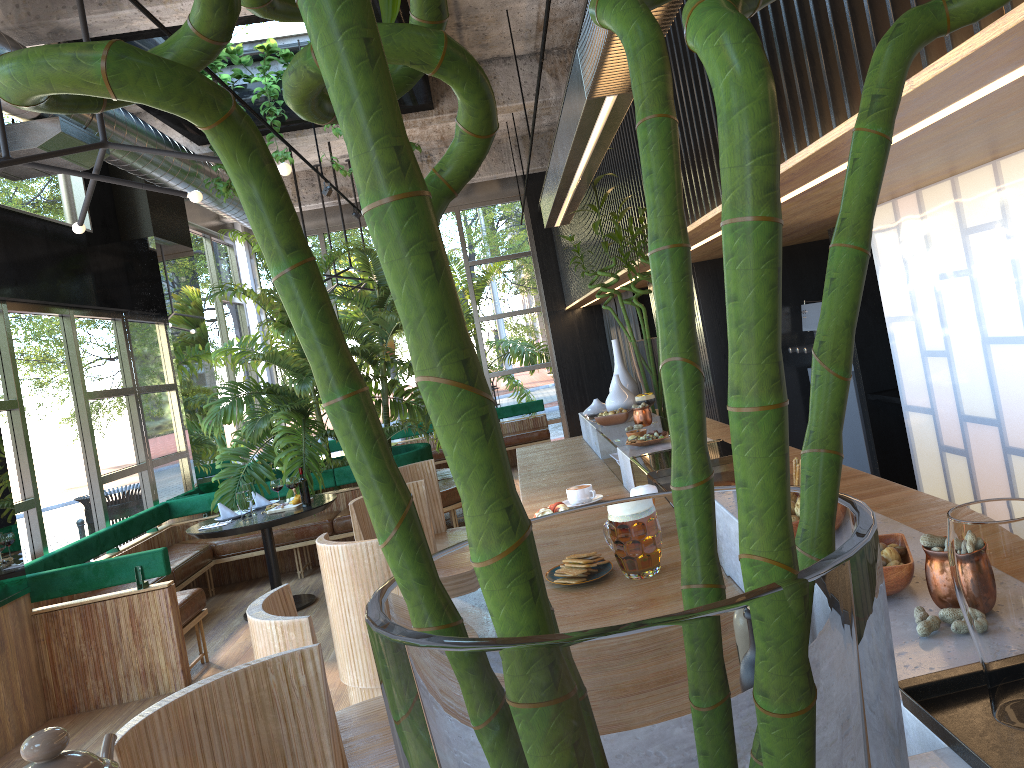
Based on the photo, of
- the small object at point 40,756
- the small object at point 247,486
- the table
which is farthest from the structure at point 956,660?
the small object at point 247,486

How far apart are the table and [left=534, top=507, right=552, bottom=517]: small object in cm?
410

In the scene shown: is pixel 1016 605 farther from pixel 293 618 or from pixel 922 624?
pixel 293 618

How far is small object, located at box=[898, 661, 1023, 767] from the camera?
0.85m

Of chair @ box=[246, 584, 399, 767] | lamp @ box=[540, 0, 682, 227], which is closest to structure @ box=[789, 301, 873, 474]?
lamp @ box=[540, 0, 682, 227]

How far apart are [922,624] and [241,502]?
6.3 meters

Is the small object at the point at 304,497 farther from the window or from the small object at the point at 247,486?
the window

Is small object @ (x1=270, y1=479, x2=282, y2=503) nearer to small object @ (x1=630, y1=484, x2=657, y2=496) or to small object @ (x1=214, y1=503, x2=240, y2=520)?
small object @ (x1=214, y1=503, x2=240, y2=520)

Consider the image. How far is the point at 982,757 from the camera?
0.85m

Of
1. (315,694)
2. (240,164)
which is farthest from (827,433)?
(315,694)
